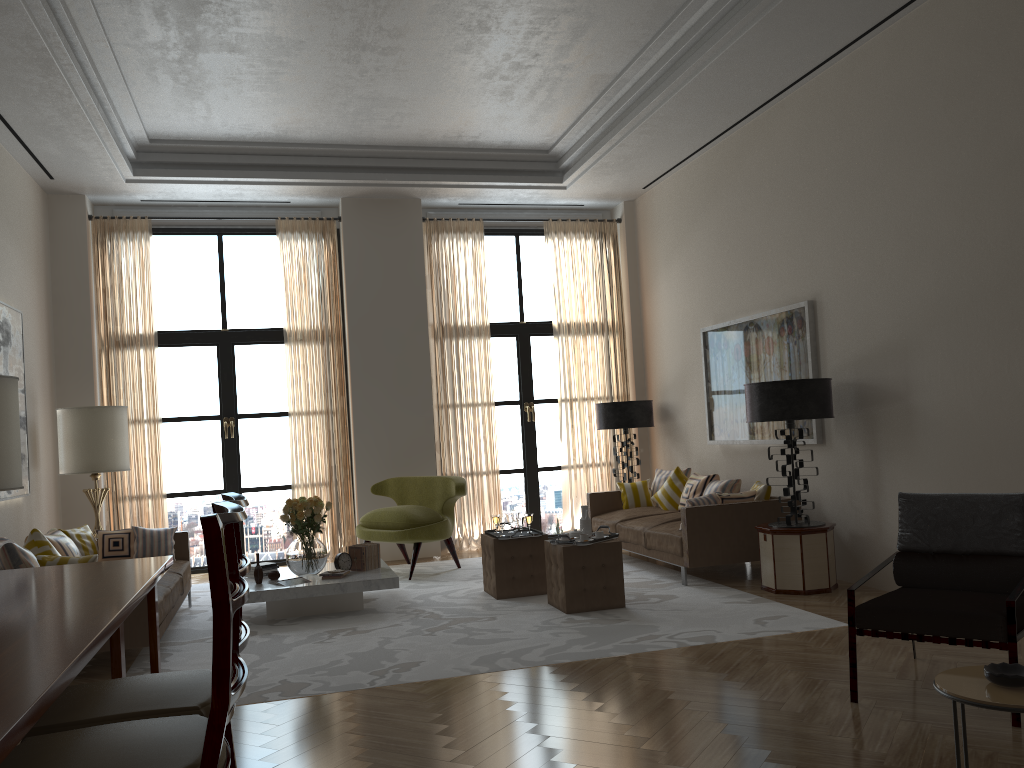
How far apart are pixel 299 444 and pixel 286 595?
4.1 meters

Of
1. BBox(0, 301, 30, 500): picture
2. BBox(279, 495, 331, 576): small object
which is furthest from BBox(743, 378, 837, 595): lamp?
BBox(0, 301, 30, 500): picture

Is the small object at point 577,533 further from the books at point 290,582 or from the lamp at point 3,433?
the lamp at point 3,433

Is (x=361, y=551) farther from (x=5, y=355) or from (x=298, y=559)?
(x=5, y=355)

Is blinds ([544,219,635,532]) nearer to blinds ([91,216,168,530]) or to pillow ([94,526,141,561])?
blinds ([91,216,168,530])

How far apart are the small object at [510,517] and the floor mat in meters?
0.8 m

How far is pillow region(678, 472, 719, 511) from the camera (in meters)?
10.56

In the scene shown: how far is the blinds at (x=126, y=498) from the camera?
11.55m

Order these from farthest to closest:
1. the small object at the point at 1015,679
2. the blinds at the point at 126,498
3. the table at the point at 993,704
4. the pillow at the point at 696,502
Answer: the blinds at the point at 126,498 → the pillow at the point at 696,502 → the small object at the point at 1015,679 → the table at the point at 993,704

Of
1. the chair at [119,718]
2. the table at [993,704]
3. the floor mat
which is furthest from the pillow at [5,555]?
the table at [993,704]
